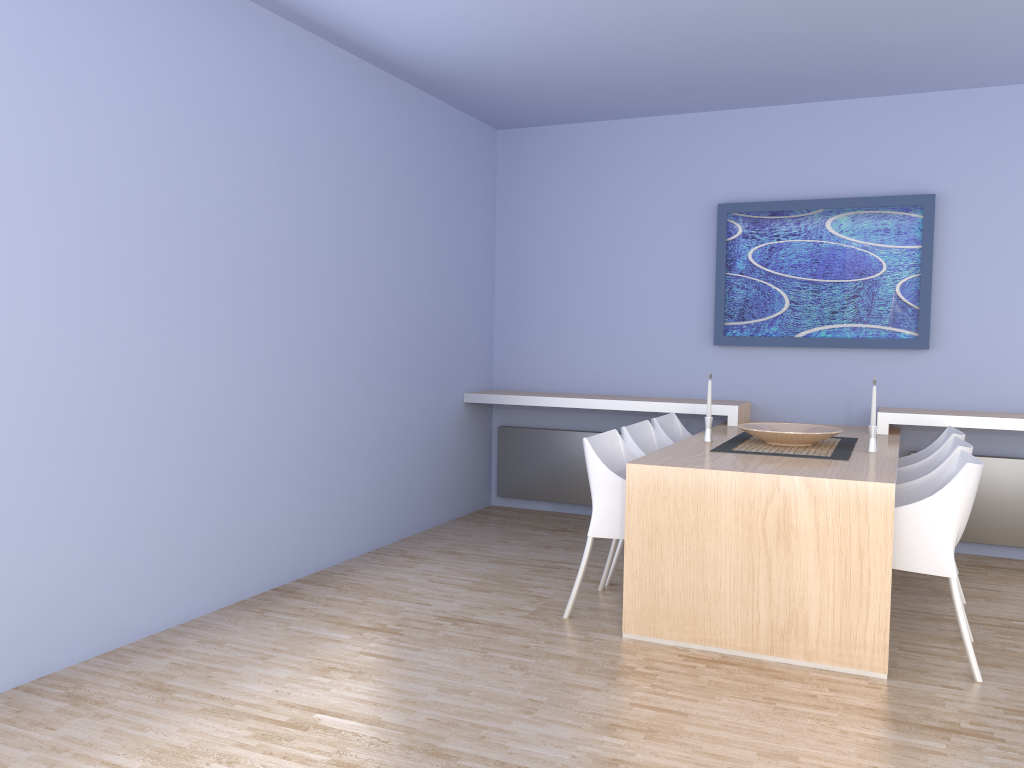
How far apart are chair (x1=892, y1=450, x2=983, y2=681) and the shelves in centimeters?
128cm

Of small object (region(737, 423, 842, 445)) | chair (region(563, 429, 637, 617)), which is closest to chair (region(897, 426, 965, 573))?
small object (region(737, 423, 842, 445))

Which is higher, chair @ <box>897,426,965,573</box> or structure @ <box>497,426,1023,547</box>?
chair @ <box>897,426,965,573</box>

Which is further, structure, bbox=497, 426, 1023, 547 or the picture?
the picture

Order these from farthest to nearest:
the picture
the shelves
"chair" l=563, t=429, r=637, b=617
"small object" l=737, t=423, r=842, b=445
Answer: the picture → the shelves → "small object" l=737, t=423, r=842, b=445 → "chair" l=563, t=429, r=637, b=617

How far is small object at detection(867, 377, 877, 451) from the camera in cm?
410

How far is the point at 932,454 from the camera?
4.4 meters

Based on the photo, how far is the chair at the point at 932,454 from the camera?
4.4m

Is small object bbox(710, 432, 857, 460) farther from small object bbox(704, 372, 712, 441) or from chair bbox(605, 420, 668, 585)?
chair bbox(605, 420, 668, 585)

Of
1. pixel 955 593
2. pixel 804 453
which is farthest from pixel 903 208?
pixel 955 593
